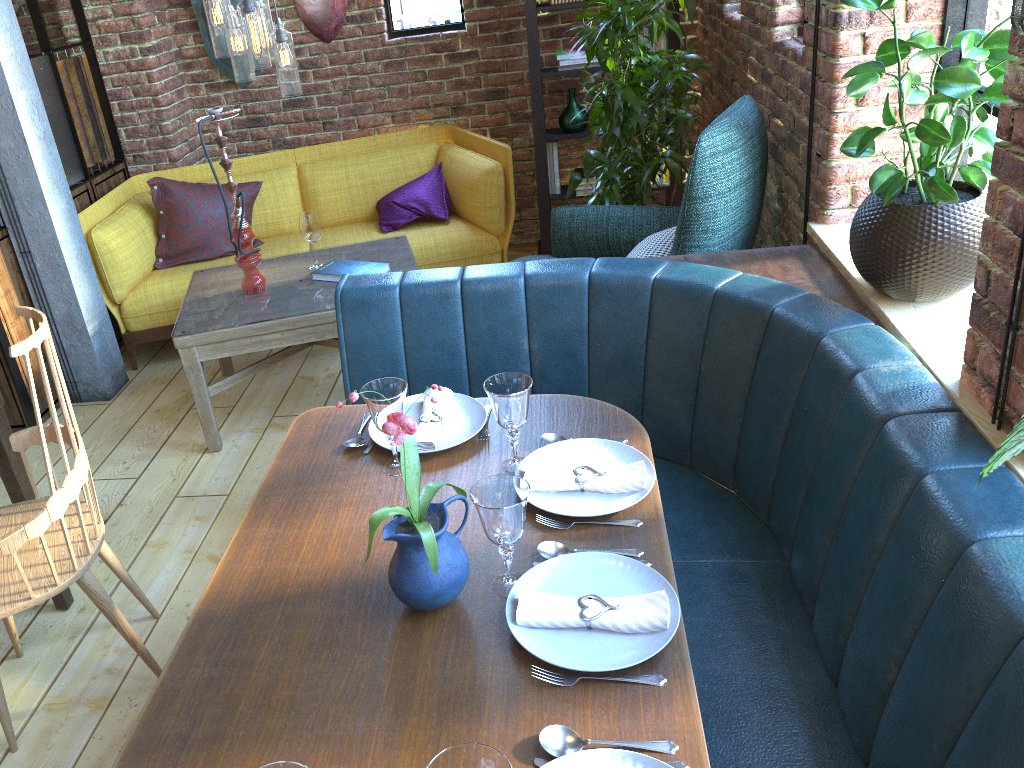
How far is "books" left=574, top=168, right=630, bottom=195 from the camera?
4.4m

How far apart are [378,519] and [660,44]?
3.5 meters

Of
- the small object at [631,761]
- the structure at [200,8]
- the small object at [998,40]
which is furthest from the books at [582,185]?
the small object at [631,761]

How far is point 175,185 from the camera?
4.1 meters

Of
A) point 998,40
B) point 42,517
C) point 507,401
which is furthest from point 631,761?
point 998,40

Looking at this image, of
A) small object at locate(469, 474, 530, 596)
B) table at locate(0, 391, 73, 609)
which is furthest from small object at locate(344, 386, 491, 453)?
table at locate(0, 391, 73, 609)

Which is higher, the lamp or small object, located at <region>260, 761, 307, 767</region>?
the lamp

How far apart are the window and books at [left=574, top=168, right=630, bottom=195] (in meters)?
1.03

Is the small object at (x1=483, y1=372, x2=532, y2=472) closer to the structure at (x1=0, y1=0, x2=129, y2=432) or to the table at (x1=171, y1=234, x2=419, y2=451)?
the table at (x1=171, y1=234, x2=419, y2=451)

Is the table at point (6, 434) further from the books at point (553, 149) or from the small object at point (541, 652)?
the books at point (553, 149)
